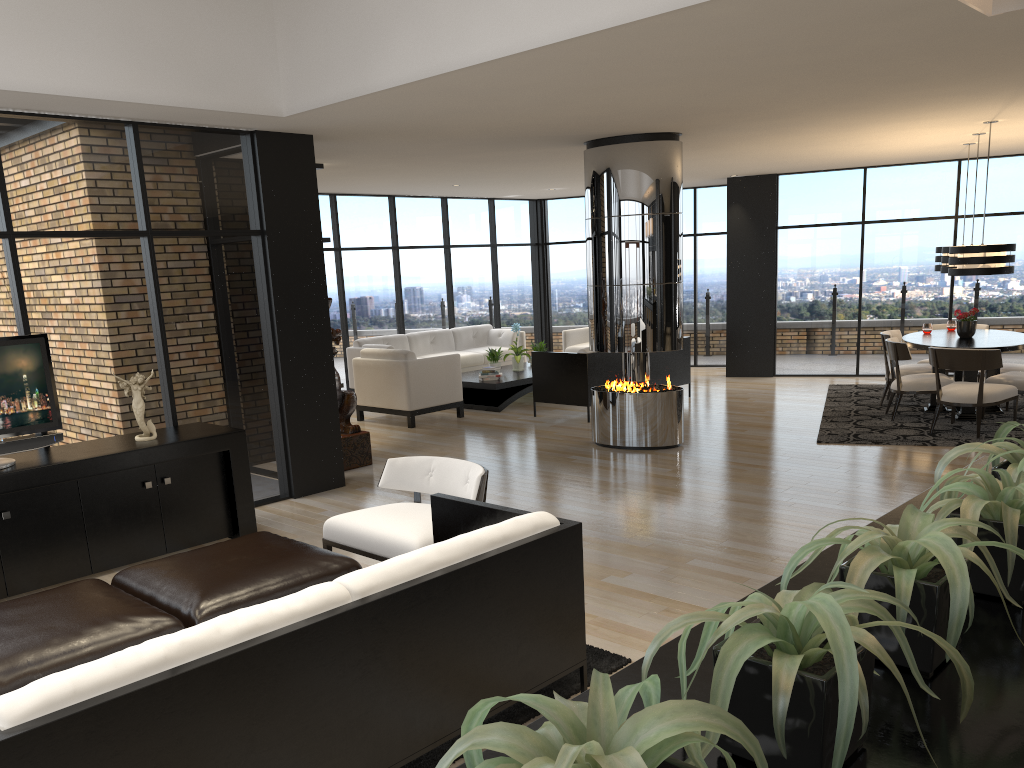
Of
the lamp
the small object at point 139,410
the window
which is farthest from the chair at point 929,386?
the small object at point 139,410

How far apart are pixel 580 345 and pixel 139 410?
8.23m

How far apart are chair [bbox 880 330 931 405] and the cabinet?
6.9 meters

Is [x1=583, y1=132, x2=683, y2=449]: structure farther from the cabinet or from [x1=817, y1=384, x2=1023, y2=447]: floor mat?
the cabinet

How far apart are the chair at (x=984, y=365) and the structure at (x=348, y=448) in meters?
5.2 m

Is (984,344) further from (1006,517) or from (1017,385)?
(1006,517)

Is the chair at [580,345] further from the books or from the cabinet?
the cabinet

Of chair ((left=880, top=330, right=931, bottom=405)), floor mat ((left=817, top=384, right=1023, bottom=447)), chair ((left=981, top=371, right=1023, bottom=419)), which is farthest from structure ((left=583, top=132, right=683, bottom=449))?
chair ((left=981, top=371, right=1023, bottom=419))

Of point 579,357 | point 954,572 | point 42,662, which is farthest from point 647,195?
point 954,572

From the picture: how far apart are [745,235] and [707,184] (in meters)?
1.43
